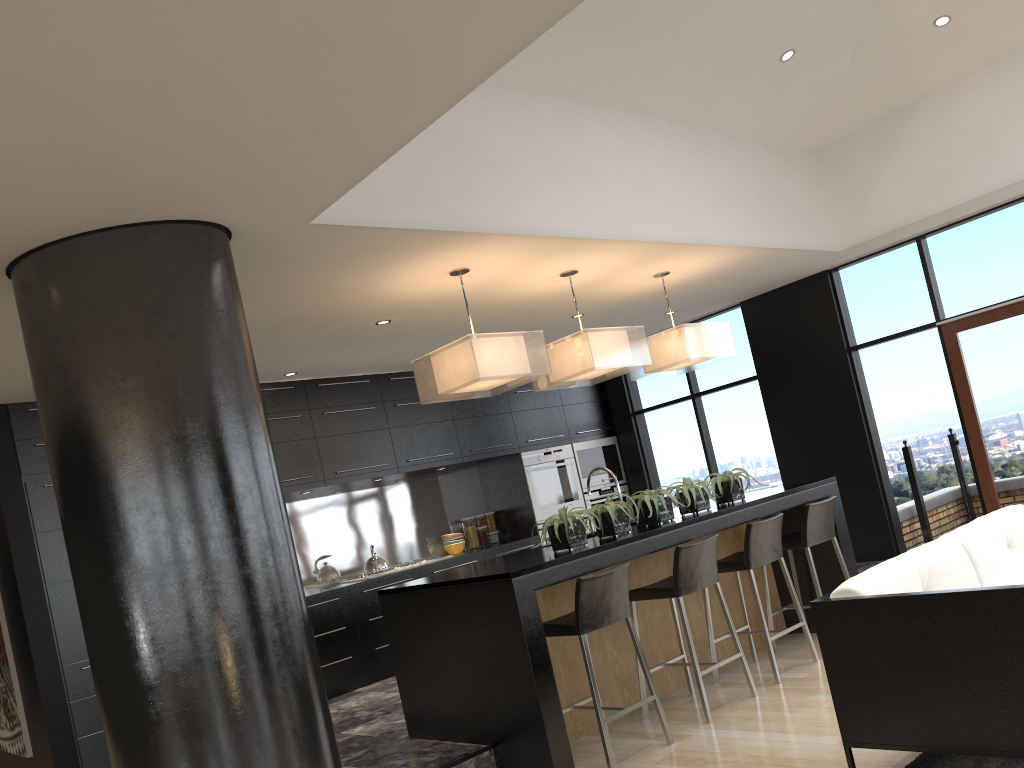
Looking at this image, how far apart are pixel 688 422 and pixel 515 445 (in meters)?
1.81

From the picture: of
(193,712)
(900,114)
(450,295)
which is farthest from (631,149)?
(193,712)

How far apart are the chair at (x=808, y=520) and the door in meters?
1.8 m

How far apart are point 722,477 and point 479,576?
2.2 meters

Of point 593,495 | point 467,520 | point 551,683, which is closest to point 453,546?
point 467,520

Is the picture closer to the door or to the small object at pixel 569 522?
the small object at pixel 569 522

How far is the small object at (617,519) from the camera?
4.9 meters

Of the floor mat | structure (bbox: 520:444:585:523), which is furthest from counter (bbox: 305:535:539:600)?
the floor mat

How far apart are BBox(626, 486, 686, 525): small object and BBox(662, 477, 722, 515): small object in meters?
0.1

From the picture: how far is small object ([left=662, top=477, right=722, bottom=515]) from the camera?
5.4 meters
